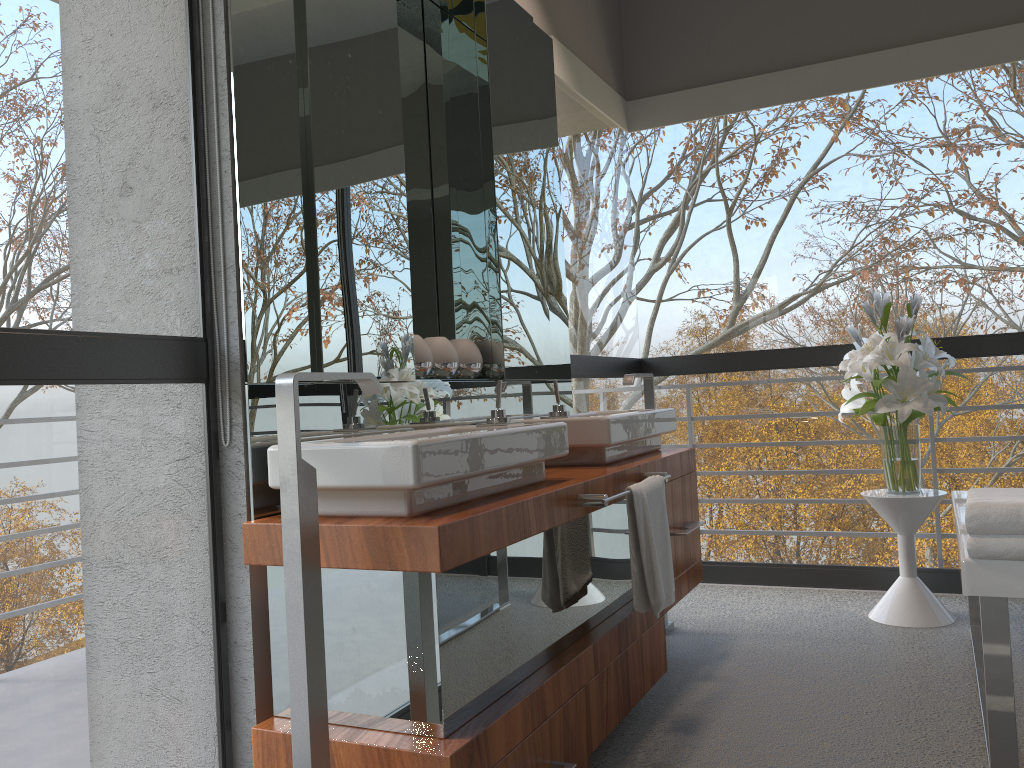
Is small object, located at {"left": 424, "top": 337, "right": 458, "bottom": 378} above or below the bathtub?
above

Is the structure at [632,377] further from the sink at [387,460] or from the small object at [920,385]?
the sink at [387,460]

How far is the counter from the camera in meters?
1.6 m

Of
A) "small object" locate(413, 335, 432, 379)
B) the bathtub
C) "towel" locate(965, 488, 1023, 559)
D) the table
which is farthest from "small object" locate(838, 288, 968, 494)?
"small object" locate(413, 335, 432, 379)

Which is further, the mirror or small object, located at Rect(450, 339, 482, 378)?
small object, located at Rect(450, 339, 482, 378)

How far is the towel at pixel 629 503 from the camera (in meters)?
2.32

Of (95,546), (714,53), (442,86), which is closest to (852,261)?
(714,53)

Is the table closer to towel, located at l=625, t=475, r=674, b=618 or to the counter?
the counter

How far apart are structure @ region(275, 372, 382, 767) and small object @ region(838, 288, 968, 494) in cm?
219

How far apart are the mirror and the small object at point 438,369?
0.1m
